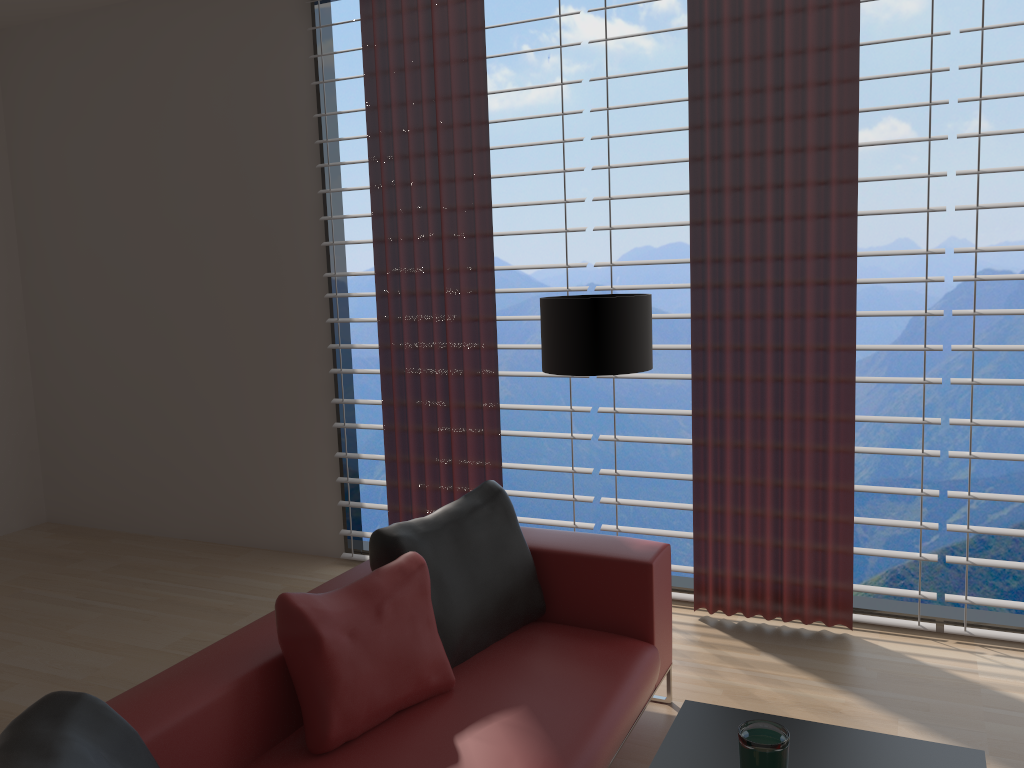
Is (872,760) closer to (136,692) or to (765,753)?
(765,753)

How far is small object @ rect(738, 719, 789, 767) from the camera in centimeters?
236cm

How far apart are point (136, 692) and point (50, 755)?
0.8 meters

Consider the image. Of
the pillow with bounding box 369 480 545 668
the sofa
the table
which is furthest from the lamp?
the table

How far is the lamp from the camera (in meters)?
4.28

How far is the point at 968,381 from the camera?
4.6 meters

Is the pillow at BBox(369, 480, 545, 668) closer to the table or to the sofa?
the sofa

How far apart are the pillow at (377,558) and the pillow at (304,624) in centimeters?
9cm

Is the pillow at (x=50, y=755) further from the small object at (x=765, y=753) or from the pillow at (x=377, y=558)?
the small object at (x=765, y=753)

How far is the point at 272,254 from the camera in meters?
6.5 m
